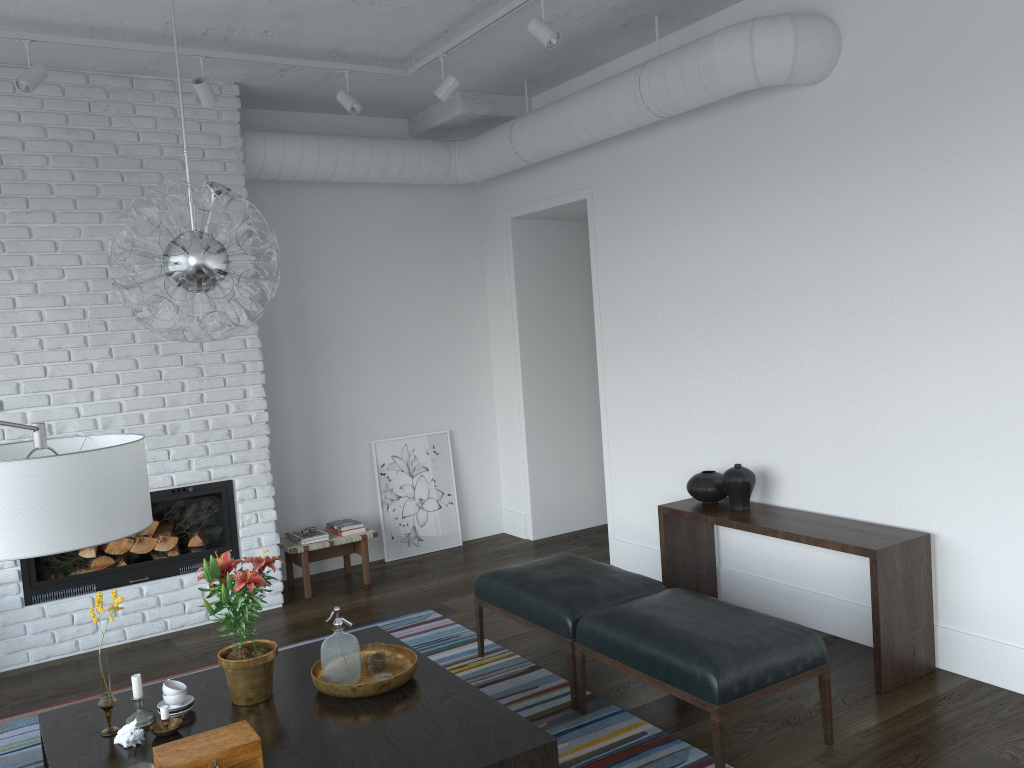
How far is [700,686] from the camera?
3.1m

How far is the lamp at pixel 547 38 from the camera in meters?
4.0

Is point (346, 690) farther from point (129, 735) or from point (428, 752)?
point (129, 735)

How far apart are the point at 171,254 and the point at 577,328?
4.5m

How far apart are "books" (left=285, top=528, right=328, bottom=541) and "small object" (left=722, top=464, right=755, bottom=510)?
2.7m

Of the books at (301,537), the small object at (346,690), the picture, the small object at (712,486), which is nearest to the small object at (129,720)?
the small object at (346,690)

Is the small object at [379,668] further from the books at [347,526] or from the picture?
the picture

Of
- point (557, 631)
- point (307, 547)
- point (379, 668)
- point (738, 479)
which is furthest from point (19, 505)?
point (307, 547)

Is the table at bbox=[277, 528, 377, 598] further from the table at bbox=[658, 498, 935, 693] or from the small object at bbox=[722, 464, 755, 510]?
the small object at bbox=[722, 464, 755, 510]

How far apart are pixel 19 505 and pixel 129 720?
1.5 meters
